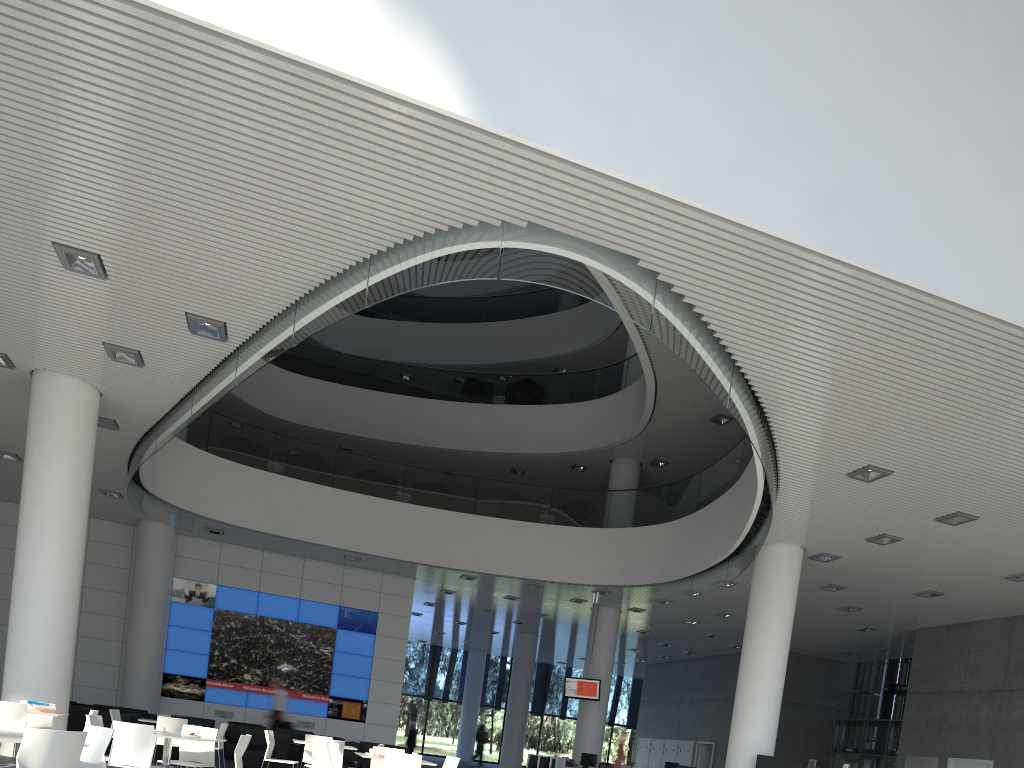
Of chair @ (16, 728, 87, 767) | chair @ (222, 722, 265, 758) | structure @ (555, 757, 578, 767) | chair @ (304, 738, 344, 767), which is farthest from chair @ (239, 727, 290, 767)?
chair @ (16, 728, 87, 767)

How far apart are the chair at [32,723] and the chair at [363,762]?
2.8m

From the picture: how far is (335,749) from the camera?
4.3m

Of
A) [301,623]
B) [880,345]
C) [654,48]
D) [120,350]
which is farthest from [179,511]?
[880,345]

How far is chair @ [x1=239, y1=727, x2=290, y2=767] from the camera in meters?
6.7

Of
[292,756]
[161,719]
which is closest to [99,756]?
[161,719]

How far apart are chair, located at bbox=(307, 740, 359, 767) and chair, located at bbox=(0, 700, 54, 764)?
2.3 meters

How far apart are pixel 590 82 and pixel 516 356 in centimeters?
1182cm

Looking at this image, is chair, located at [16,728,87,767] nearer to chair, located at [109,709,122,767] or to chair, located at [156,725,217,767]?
chair, located at [156,725,217,767]

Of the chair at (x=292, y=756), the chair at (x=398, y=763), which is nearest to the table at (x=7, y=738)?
the chair at (x=398, y=763)
